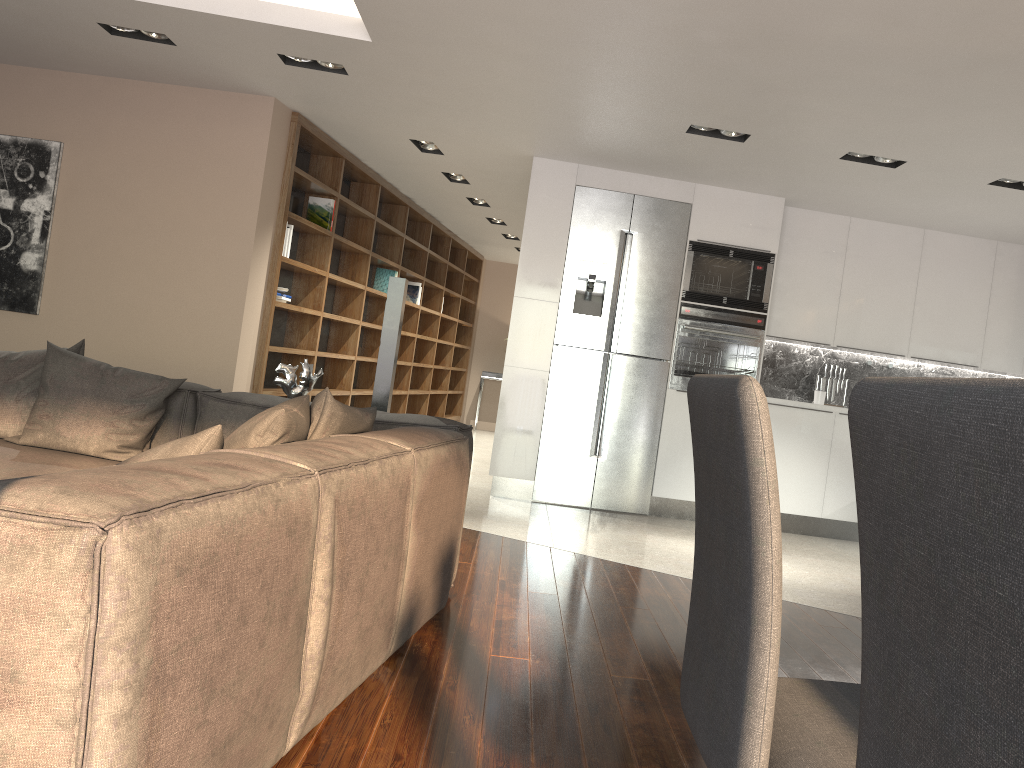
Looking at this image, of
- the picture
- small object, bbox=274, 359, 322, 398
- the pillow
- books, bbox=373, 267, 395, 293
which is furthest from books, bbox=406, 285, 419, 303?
the pillow

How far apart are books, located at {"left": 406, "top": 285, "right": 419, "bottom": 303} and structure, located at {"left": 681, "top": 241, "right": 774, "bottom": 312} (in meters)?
4.13

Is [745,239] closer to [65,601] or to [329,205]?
[329,205]

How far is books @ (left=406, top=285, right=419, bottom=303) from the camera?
9.84m

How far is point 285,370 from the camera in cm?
419

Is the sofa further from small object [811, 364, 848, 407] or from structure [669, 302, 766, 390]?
small object [811, 364, 848, 407]

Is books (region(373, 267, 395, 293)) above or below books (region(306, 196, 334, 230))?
below

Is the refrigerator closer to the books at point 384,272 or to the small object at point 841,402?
the small object at point 841,402

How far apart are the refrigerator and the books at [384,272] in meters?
3.0 m

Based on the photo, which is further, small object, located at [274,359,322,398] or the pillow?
small object, located at [274,359,322,398]
